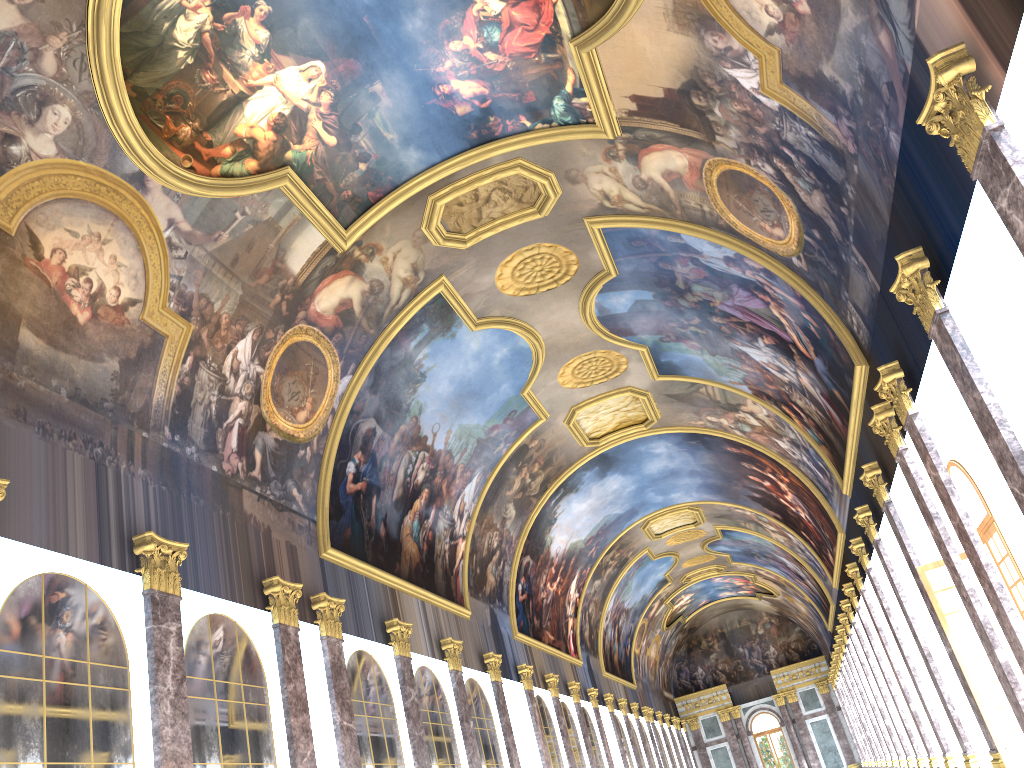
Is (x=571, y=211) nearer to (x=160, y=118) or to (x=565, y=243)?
(x=565, y=243)
